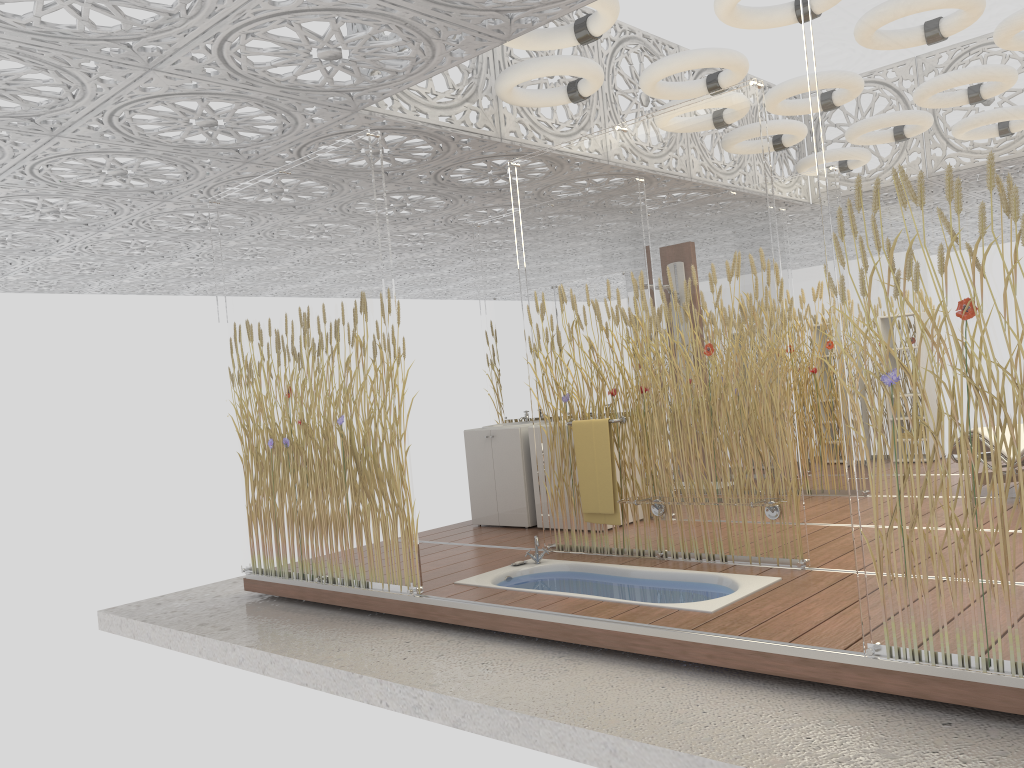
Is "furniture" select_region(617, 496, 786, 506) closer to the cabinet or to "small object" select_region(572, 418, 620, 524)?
"small object" select_region(572, 418, 620, 524)

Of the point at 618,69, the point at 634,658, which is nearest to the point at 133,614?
the point at 634,658

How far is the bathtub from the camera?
4.4m

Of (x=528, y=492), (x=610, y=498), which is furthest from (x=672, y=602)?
(x=528, y=492)

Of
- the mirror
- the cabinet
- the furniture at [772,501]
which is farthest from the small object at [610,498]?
the mirror

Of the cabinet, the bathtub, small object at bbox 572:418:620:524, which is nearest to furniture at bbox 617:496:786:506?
small object at bbox 572:418:620:524

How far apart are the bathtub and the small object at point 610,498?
0.3m

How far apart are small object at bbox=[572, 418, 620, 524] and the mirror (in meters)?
2.05

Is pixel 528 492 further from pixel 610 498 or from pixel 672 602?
pixel 672 602

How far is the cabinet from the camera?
6.92m
